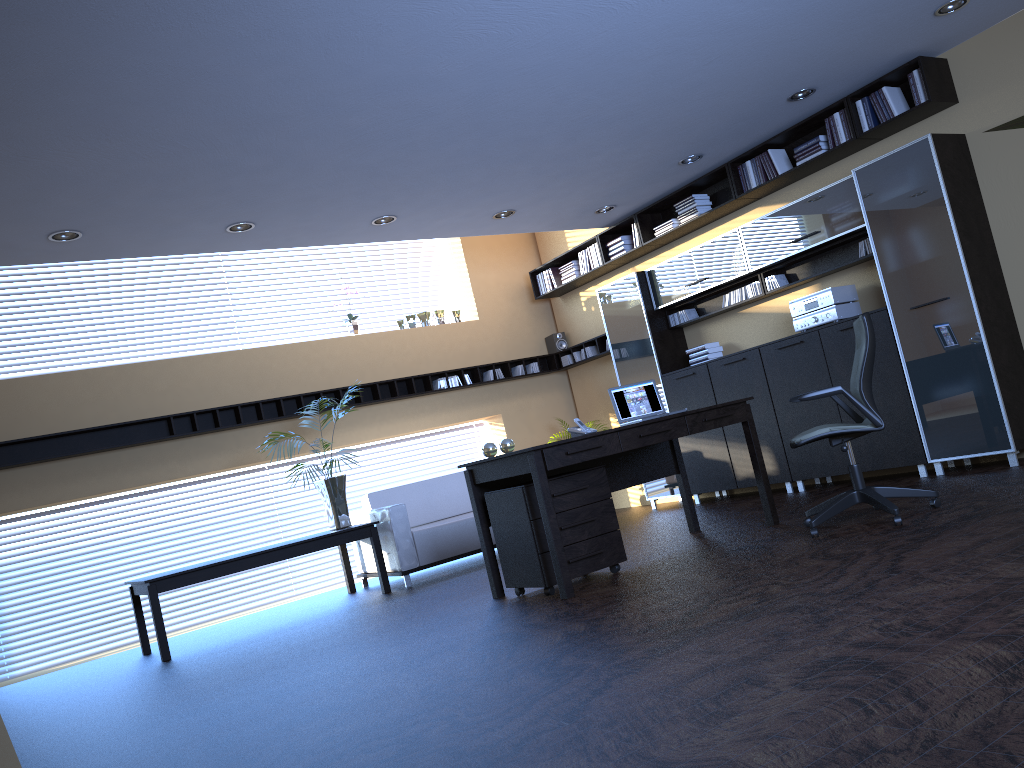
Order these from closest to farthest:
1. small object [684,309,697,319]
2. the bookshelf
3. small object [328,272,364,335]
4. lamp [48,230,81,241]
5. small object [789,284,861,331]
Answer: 1. lamp [48,230,81,241]
2. the bookshelf
3. small object [789,284,861,331]
4. small object [684,309,697,319]
5. small object [328,272,364,335]

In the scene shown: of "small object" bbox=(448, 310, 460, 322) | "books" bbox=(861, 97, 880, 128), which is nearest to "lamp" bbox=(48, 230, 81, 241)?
"small object" bbox=(448, 310, 460, 322)

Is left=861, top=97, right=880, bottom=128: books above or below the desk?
above

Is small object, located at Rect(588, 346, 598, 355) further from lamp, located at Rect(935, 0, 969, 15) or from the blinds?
the blinds

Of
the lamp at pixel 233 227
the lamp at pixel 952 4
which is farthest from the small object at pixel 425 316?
the lamp at pixel 952 4

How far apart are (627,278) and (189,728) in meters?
6.3 m

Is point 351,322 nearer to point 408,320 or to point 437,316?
point 408,320

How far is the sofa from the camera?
7.5 meters

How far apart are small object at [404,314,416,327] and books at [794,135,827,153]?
4.53m

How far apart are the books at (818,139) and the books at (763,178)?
0.4 meters
